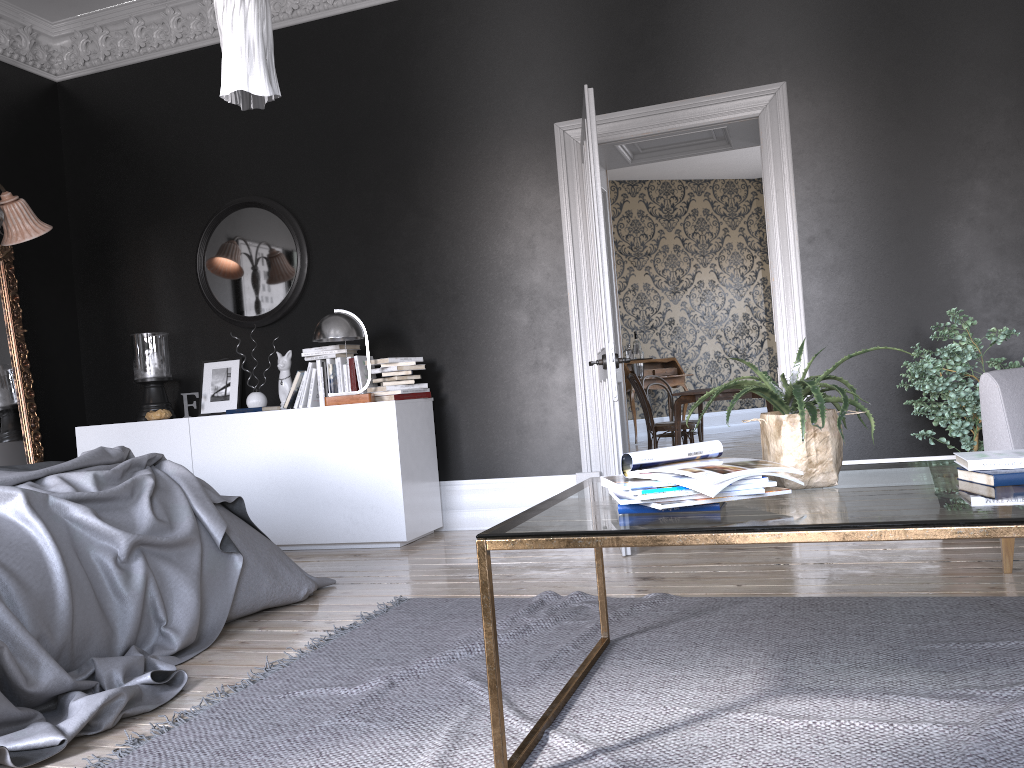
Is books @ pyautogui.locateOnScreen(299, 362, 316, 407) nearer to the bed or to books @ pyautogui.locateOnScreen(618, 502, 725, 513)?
the bed

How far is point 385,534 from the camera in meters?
5.3

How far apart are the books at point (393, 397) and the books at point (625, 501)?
3.54m

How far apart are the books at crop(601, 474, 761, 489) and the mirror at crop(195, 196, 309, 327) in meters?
4.4

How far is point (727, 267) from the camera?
13.7 meters

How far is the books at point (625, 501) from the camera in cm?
195

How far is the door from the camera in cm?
445

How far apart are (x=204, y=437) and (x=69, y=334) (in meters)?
1.87

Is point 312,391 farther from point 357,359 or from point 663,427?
point 663,427

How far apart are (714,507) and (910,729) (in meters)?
0.72
